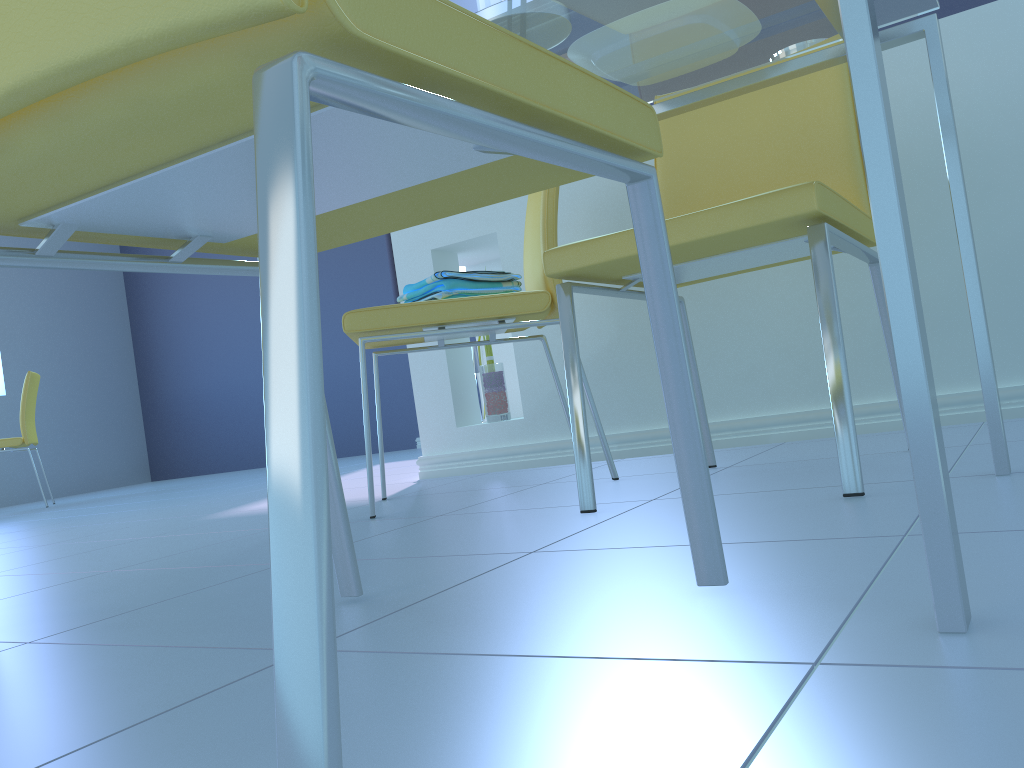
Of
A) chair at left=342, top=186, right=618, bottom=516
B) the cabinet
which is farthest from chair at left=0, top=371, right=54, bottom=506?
chair at left=342, top=186, right=618, bottom=516

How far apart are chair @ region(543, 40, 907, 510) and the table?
0.13m

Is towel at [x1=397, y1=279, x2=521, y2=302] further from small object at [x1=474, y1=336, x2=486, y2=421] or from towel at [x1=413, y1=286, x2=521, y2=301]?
small object at [x1=474, y1=336, x2=486, y2=421]

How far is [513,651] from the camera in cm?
60

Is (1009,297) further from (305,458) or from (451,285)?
(305,458)

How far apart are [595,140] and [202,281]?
6.0m

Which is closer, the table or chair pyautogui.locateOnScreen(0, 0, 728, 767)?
chair pyautogui.locateOnScreen(0, 0, 728, 767)

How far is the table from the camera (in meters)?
0.51

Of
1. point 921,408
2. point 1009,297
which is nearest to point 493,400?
point 1009,297

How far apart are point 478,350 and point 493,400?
0.3m
